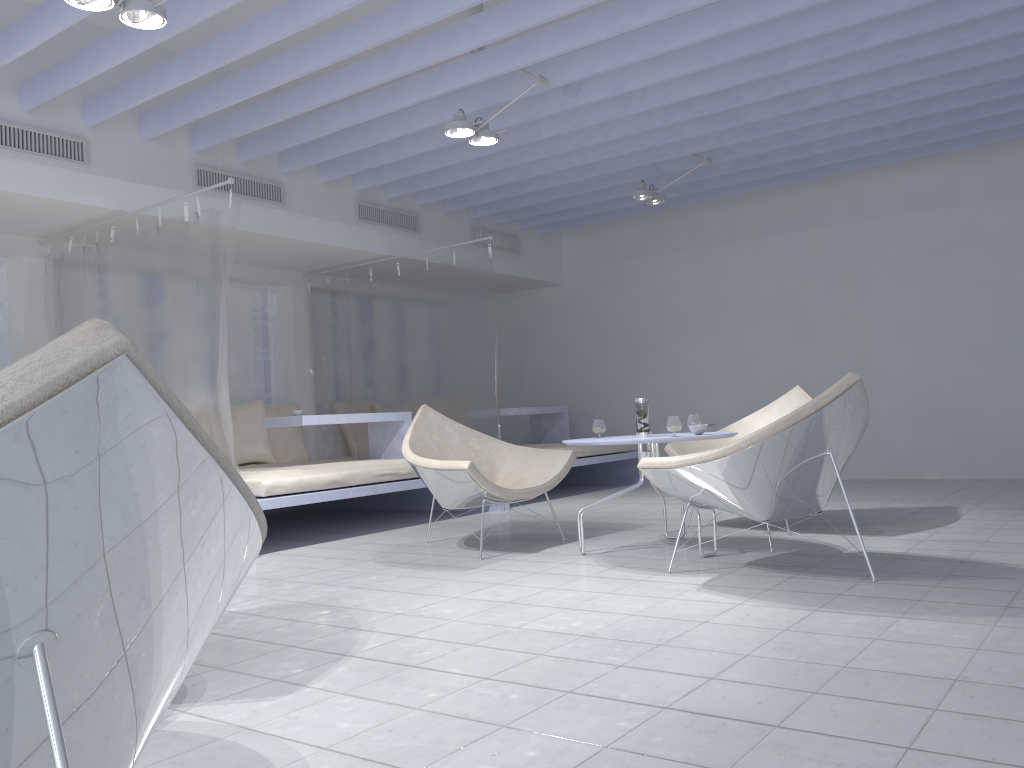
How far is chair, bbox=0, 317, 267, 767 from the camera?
0.7m

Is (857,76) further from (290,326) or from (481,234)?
(290,326)

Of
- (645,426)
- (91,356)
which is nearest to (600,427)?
(645,426)

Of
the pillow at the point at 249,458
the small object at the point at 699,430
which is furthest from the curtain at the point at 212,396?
the small object at the point at 699,430

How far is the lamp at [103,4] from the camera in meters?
3.3 m

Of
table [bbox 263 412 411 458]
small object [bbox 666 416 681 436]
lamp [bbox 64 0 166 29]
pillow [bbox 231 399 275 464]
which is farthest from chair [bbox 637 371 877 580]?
pillow [bbox 231 399 275 464]

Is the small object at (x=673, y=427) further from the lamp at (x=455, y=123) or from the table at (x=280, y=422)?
the table at (x=280, y=422)

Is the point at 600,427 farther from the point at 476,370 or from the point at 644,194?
the point at 644,194

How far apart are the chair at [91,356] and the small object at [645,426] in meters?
3.2

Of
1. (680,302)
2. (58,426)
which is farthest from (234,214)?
(680,302)
